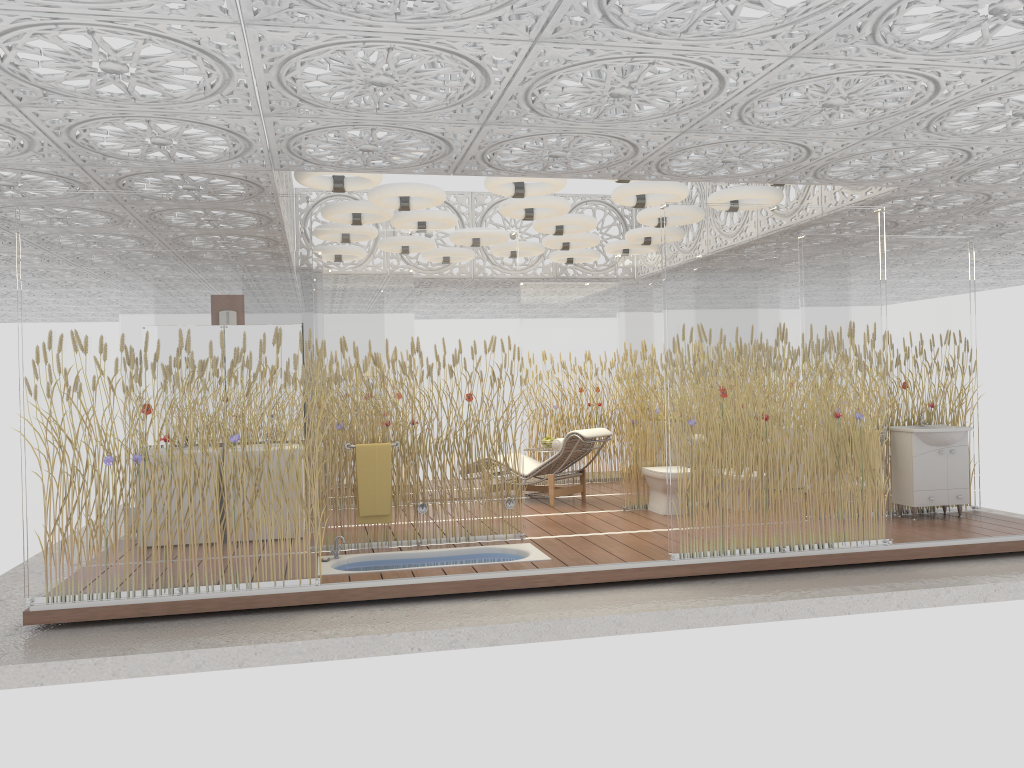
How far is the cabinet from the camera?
7.94m

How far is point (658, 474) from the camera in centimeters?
860cm

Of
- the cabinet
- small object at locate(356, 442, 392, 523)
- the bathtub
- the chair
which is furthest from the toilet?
small object at locate(356, 442, 392, 523)

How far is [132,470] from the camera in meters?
5.7 m

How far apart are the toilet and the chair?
0.7 meters

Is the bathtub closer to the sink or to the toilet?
the toilet

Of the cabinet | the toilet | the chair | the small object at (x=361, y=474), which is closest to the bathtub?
the small object at (x=361, y=474)

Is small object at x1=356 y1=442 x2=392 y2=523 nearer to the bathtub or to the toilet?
the bathtub

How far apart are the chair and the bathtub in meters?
2.3

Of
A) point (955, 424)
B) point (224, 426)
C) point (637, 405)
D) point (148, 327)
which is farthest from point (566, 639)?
point (955, 424)
